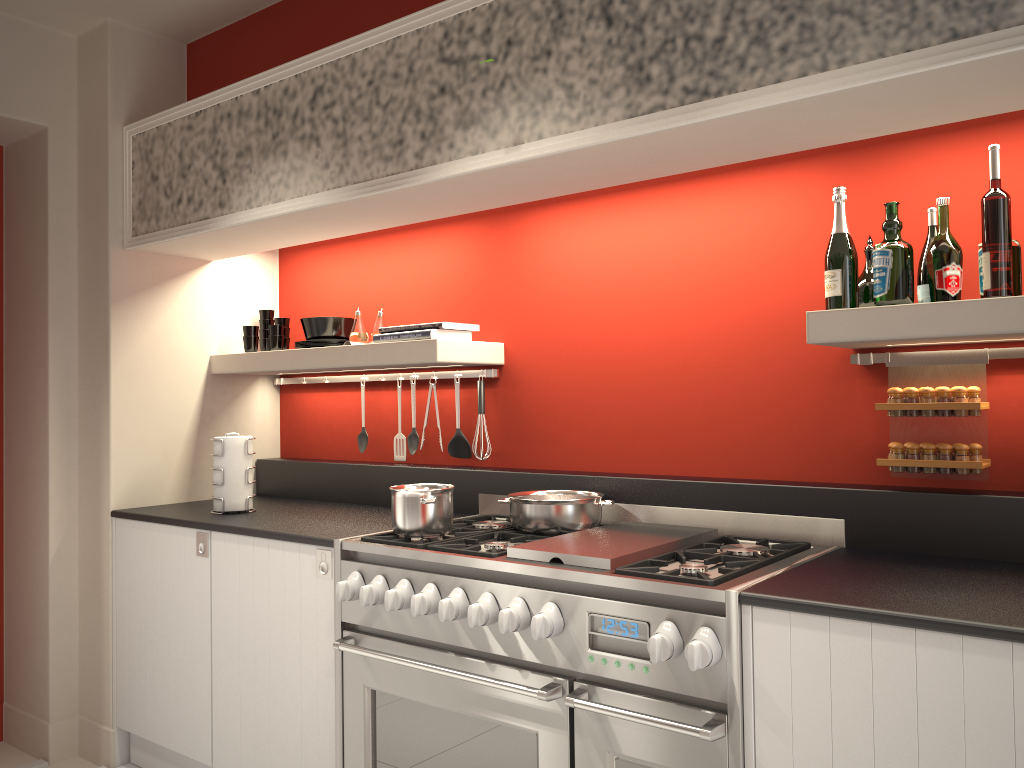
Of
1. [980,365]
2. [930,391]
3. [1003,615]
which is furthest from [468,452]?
[1003,615]

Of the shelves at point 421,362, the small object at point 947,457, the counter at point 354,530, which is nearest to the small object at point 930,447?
the small object at point 947,457

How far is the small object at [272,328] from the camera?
3.81m

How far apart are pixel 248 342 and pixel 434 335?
1.1m

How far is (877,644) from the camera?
1.74m

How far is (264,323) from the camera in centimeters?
403cm

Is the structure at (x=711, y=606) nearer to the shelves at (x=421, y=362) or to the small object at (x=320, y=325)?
the shelves at (x=421, y=362)

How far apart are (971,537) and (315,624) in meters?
1.9 m

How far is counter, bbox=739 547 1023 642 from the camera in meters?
1.7 m

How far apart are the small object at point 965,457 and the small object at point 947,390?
0.1m
